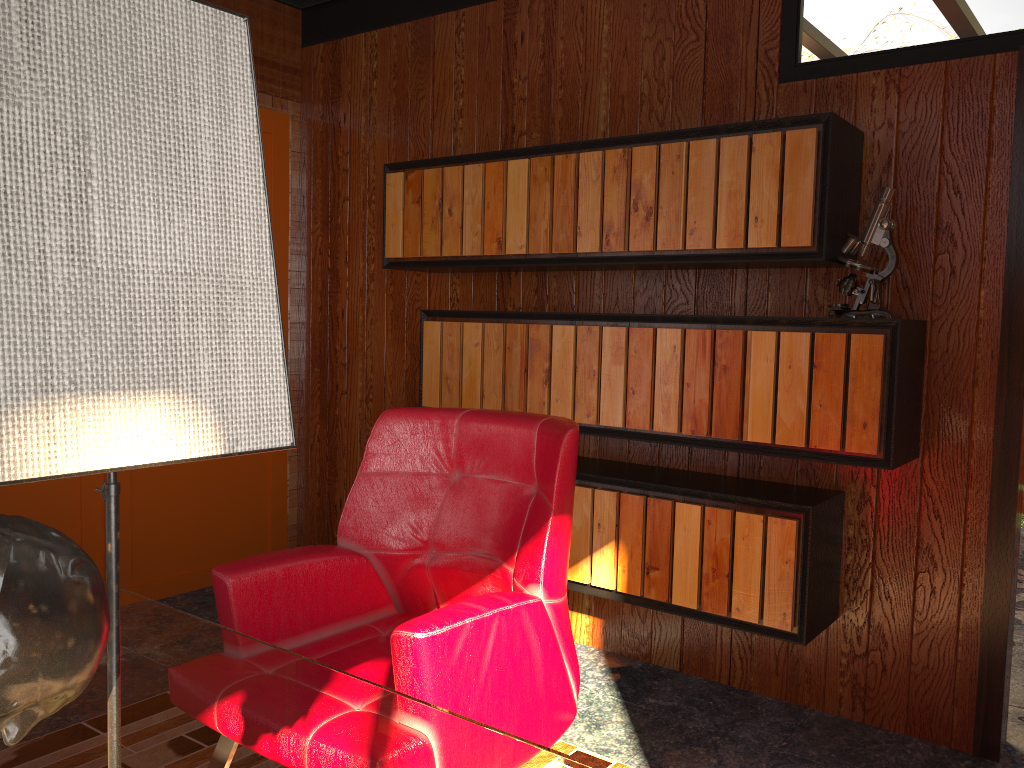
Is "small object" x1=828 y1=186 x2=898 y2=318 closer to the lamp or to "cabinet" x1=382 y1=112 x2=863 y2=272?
"cabinet" x1=382 y1=112 x2=863 y2=272

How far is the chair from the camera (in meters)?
1.58

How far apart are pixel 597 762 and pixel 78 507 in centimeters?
219cm

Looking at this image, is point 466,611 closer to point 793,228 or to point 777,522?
point 777,522

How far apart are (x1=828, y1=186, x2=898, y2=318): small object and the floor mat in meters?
1.3 m

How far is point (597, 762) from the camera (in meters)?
2.37

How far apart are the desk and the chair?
0.2m

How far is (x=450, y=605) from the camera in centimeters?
162cm

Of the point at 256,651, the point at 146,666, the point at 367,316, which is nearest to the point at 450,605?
the point at 256,651

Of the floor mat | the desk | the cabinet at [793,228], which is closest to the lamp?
the desk
